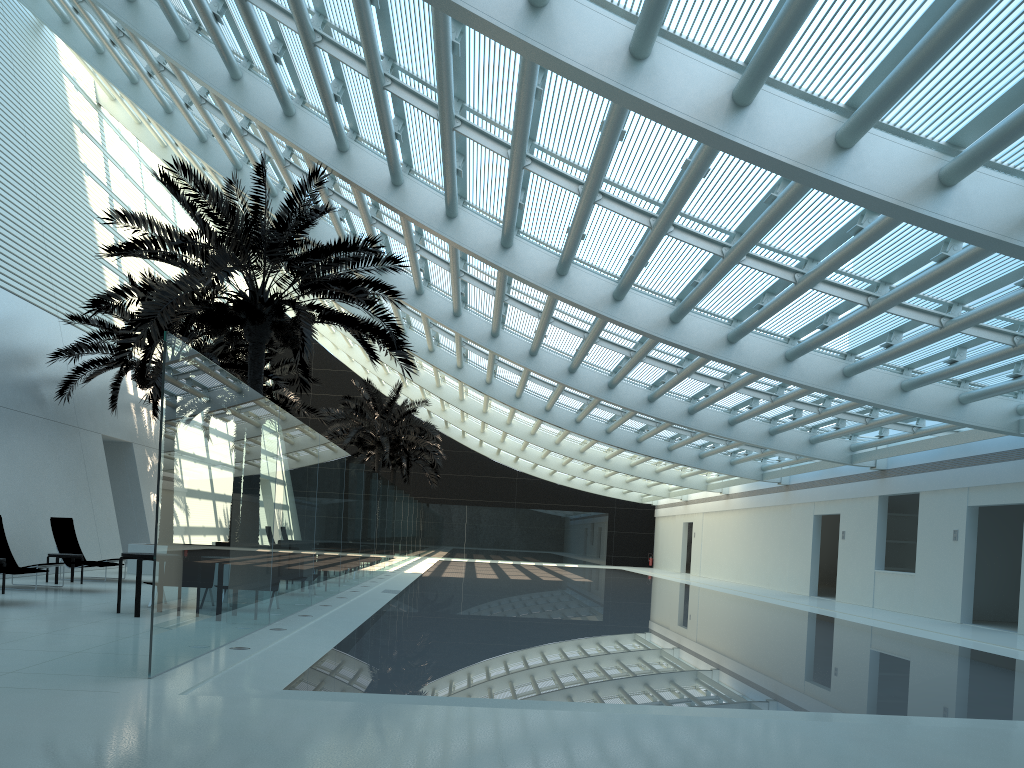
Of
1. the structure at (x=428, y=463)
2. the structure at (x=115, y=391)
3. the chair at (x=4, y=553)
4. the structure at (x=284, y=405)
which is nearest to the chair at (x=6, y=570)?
the chair at (x=4, y=553)

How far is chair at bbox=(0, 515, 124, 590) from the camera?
13.99m

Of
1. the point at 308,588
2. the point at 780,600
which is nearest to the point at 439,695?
the point at 308,588

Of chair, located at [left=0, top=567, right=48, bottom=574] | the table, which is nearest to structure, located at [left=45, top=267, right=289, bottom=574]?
chair, located at [left=0, top=567, right=48, bottom=574]

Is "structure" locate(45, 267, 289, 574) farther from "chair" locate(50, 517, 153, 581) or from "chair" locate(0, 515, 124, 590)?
"chair" locate(0, 515, 124, 590)

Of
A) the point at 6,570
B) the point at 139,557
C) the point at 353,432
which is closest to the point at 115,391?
the point at 6,570

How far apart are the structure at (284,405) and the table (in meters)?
14.61

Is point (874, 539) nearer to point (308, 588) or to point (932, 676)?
point (932, 676)

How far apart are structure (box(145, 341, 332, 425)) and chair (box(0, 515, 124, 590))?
11.1m

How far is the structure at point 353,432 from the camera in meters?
31.3
